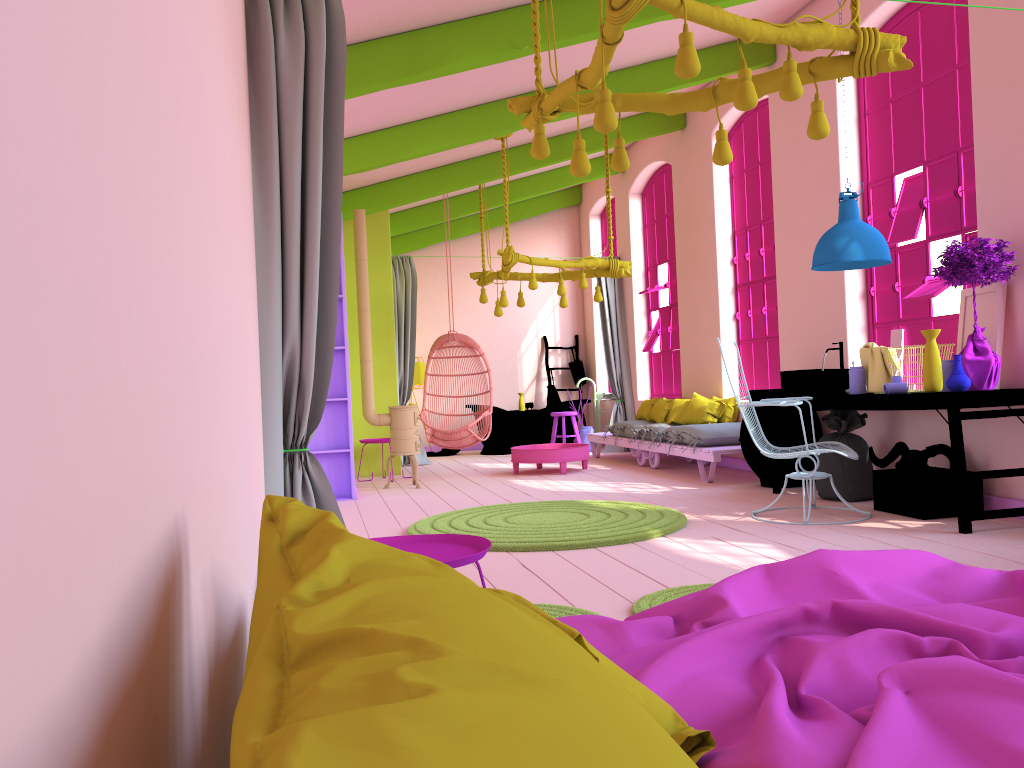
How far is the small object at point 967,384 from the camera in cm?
521

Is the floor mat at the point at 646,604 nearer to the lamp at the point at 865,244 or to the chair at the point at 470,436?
the lamp at the point at 865,244

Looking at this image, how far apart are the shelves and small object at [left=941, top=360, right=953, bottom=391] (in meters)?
4.93

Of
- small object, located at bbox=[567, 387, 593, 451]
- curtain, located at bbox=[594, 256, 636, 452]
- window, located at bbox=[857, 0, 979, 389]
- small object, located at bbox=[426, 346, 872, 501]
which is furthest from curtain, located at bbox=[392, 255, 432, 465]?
window, located at bbox=[857, 0, 979, 389]

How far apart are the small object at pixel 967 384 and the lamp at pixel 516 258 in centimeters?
449cm

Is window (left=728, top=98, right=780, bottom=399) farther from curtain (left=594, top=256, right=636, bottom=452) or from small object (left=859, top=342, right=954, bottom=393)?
curtain (left=594, top=256, right=636, bottom=452)

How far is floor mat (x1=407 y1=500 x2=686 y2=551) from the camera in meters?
5.3

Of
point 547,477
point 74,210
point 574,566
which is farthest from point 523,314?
point 74,210

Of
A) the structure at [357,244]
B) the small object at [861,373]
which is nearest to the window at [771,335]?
the small object at [861,373]

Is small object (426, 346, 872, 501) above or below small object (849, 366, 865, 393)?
below
